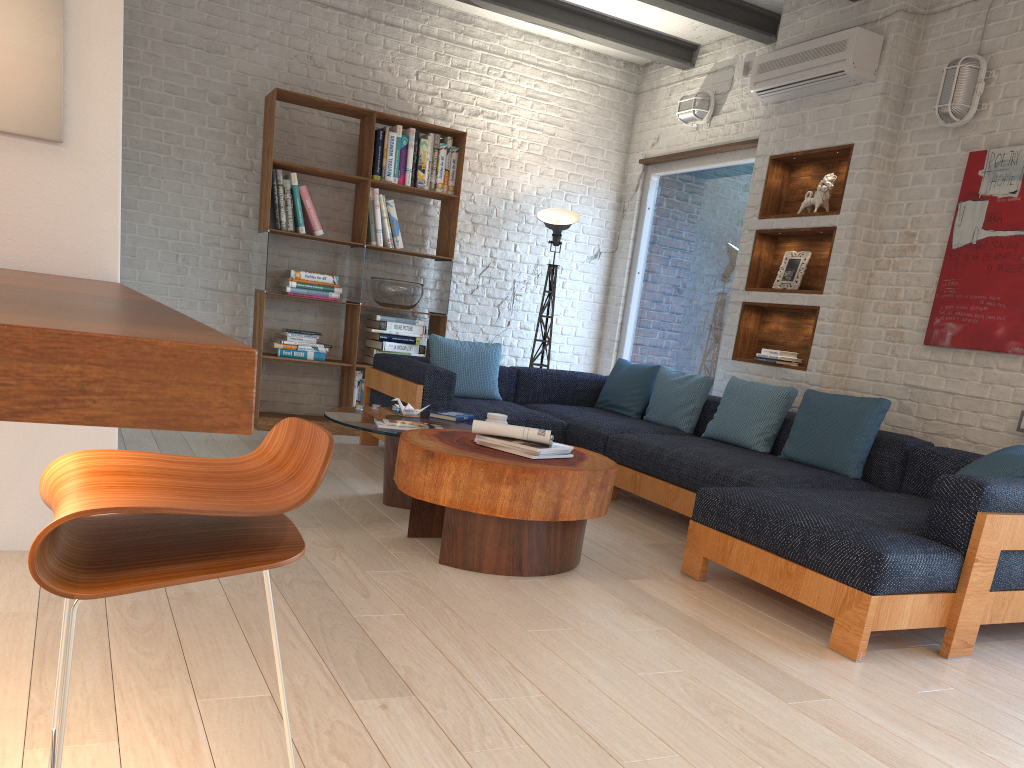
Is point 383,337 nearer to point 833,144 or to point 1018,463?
point 833,144

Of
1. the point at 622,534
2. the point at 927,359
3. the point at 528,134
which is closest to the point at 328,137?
the point at 528,134

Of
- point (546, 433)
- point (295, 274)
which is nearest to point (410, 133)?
point (295, 274)

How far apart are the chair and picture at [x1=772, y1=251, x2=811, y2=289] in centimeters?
462cm

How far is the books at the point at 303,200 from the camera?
6.1m

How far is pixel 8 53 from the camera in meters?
2.7

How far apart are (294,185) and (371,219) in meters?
0.6

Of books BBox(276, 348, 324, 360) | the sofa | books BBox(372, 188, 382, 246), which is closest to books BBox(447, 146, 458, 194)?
books BBox(372, 188, 382, 246)

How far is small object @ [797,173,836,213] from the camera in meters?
5.3 m

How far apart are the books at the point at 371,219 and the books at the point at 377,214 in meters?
0.0
